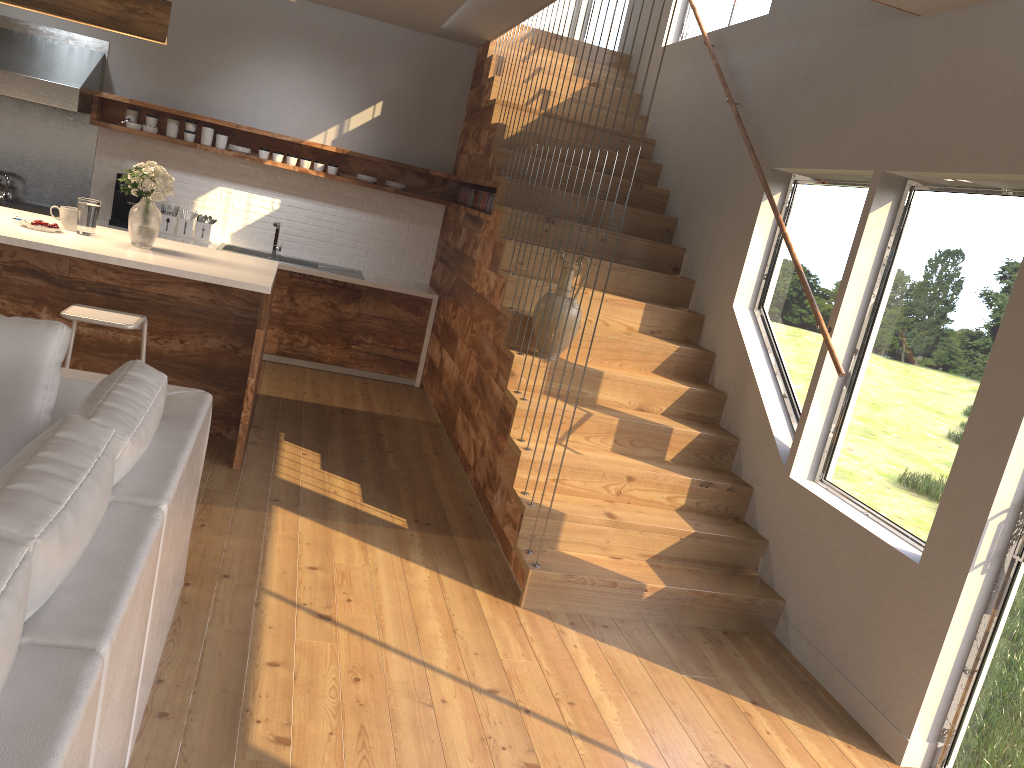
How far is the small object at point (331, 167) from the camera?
7.2m

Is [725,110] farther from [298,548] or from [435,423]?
[298,548]

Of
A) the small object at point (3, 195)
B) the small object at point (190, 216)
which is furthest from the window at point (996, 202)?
the small object at point (3, 195)

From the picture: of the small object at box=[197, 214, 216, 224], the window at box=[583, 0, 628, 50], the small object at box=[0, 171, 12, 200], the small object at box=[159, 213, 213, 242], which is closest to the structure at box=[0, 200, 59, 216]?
the small object at box=[0, 171, 12, 200]

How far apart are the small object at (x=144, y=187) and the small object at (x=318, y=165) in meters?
2.5

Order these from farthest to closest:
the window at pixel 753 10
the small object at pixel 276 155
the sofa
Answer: the small object at pixel 276 155 → the window at pixel 753 10 → the sofa

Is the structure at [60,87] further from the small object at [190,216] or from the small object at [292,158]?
the small object at [292,158]

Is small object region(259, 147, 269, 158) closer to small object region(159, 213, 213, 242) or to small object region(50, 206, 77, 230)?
small object region(159, 213, 213, 242)

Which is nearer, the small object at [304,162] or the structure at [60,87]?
the structure at [60,87]

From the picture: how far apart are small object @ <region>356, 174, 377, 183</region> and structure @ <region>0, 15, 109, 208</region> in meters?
2.1
